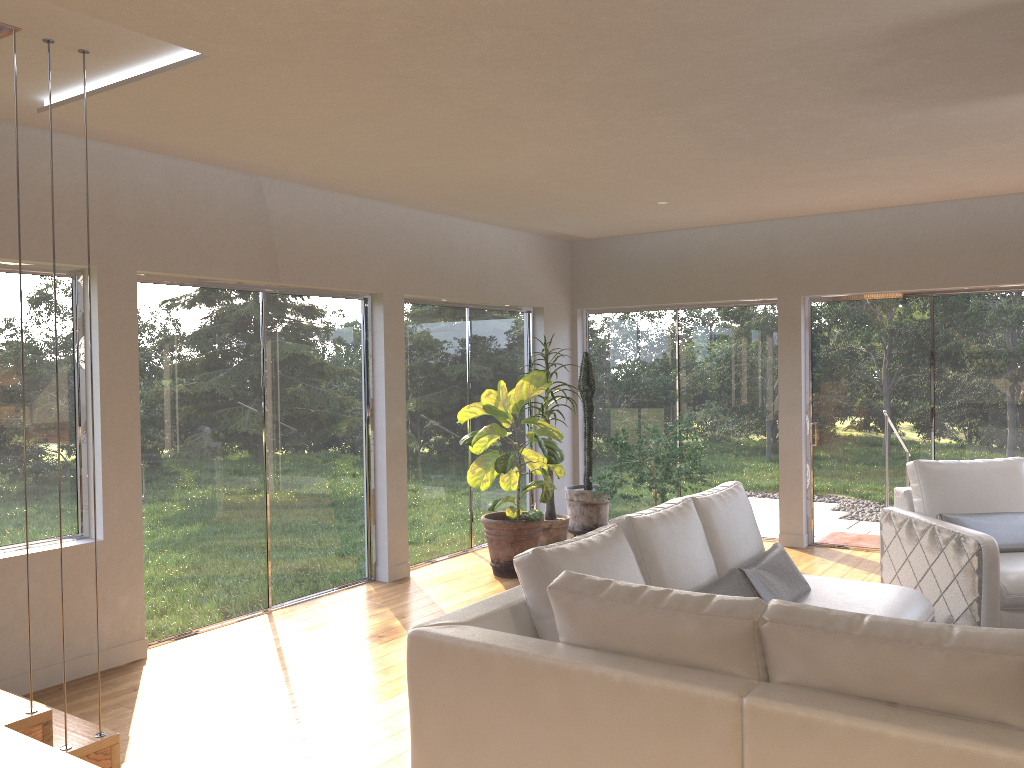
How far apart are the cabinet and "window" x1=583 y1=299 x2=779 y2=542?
7.1m

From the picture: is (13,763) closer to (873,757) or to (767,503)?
(873,757)

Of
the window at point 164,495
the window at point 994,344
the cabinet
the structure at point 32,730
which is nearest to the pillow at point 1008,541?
the window at point 994,344

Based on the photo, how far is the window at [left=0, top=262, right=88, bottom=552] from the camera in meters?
4.5

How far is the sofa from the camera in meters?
2.0 m

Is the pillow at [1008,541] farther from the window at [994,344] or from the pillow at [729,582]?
the window at [994,344]

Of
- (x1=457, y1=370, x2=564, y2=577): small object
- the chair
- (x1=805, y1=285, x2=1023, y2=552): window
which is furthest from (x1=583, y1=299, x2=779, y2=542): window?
the chair

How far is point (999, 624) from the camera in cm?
464

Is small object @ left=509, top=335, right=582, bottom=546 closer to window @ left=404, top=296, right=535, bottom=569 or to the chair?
window @ left=404, top=296, right=535, bottom=569

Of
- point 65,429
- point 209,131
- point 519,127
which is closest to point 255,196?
point 209,131
